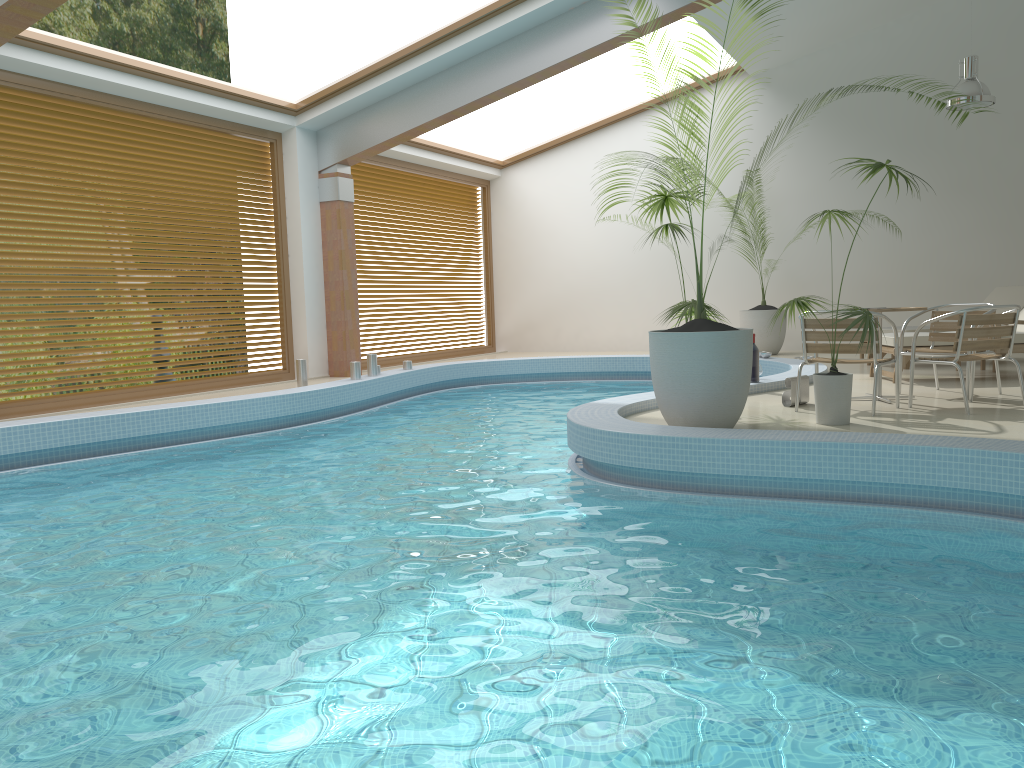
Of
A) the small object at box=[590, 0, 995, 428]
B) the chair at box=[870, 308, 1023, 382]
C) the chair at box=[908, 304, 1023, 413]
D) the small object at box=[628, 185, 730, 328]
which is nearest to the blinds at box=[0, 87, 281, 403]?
the small object at box=[628, 185, 730, 328]

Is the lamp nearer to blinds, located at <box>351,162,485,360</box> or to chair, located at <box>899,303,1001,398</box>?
chair, located at <box>899,303,1001,398</box>

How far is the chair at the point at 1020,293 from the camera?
10.06m

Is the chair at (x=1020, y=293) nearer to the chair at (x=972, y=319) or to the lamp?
the lamp

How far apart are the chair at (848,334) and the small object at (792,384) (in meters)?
0.24

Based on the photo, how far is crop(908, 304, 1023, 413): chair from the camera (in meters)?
6.09

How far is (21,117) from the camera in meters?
8.1

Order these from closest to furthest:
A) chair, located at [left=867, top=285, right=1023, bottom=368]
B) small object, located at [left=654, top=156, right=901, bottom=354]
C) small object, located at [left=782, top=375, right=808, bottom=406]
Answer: small object, located at [left=782, top=375, right=808, bottom=406] → chair, located at [left=867, top=285, right=1023, bottom=368] → small object, located at [left=654, top=156, right=901, bottom=354]

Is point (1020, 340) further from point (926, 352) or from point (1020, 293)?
point (1020, 293)

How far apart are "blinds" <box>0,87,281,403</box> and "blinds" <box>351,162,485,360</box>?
1.67m
